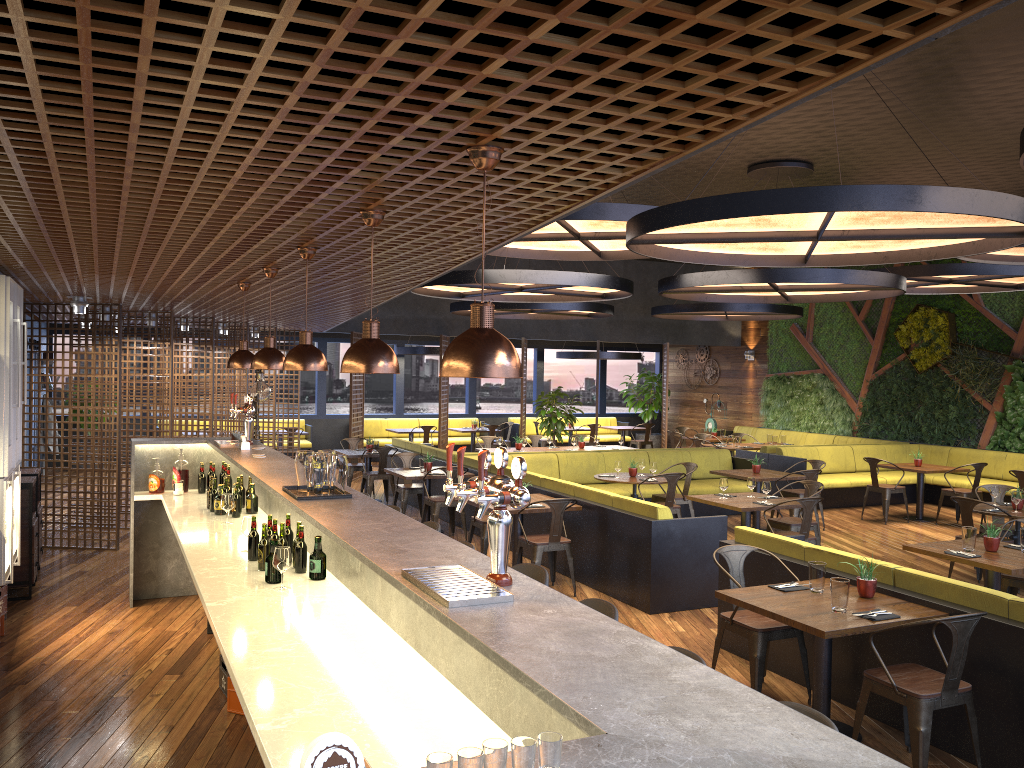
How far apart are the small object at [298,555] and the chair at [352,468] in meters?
9.3

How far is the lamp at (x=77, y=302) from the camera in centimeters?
879cm

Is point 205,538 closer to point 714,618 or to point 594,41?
point 714,618

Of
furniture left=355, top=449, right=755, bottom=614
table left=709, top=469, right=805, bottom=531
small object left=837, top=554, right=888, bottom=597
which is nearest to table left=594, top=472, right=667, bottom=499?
furniture left=355, top=449, right=755, bottom=614

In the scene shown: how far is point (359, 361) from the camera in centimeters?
359cm

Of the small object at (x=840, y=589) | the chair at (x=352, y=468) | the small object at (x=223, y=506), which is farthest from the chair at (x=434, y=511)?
the small object at (x=840, y=589)

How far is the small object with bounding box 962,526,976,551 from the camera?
6.6m

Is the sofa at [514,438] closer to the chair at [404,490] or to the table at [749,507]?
the chair at [404,490]

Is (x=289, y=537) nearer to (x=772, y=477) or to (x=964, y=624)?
(x=964, y=624)

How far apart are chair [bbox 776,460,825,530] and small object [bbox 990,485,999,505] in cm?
284
